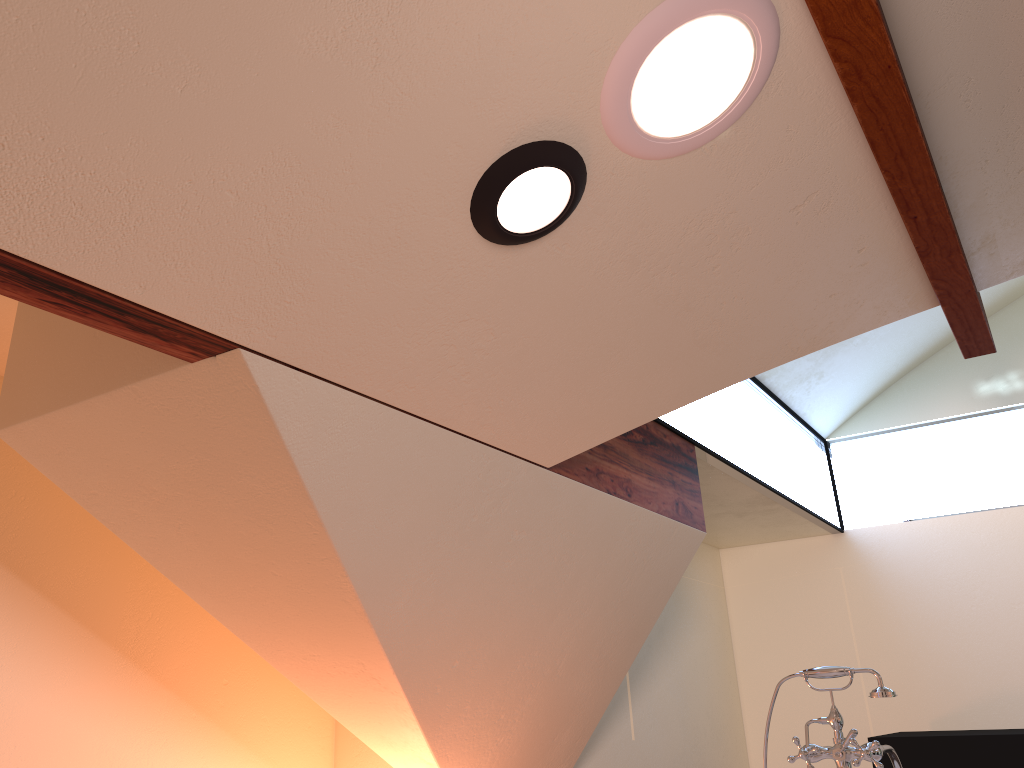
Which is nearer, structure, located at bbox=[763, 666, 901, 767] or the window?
structure, located at bbox=[763, 666, 901, 767]

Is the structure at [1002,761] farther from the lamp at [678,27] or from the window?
the lamp at [678,27]

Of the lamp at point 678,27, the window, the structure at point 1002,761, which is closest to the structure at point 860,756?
Answer: the window

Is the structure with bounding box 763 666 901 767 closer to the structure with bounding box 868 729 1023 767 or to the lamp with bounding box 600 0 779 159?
the lamp with bounding box 600 0 779 159

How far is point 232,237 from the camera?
1.4 meters

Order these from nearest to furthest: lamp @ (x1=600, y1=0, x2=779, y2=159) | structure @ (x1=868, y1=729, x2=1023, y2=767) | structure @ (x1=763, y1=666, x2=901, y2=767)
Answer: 1. lamp @ (x1=600, y1=0, x2=779, y2=159)
2. structure @ (x1=763, y1=666, x2=901, y2=767)
3. structure @ (x1=868, y1=729, x2=1023, y2=767)

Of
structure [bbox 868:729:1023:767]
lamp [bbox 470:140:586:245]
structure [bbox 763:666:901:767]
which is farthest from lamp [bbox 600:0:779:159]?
structure [bbox 868:729:1023:767]

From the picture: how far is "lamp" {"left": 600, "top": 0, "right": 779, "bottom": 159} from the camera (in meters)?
1.52

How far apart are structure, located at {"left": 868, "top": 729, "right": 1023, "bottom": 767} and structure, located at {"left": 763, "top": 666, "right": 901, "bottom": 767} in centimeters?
167cm

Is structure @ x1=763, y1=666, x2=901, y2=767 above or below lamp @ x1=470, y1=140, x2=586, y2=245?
below
